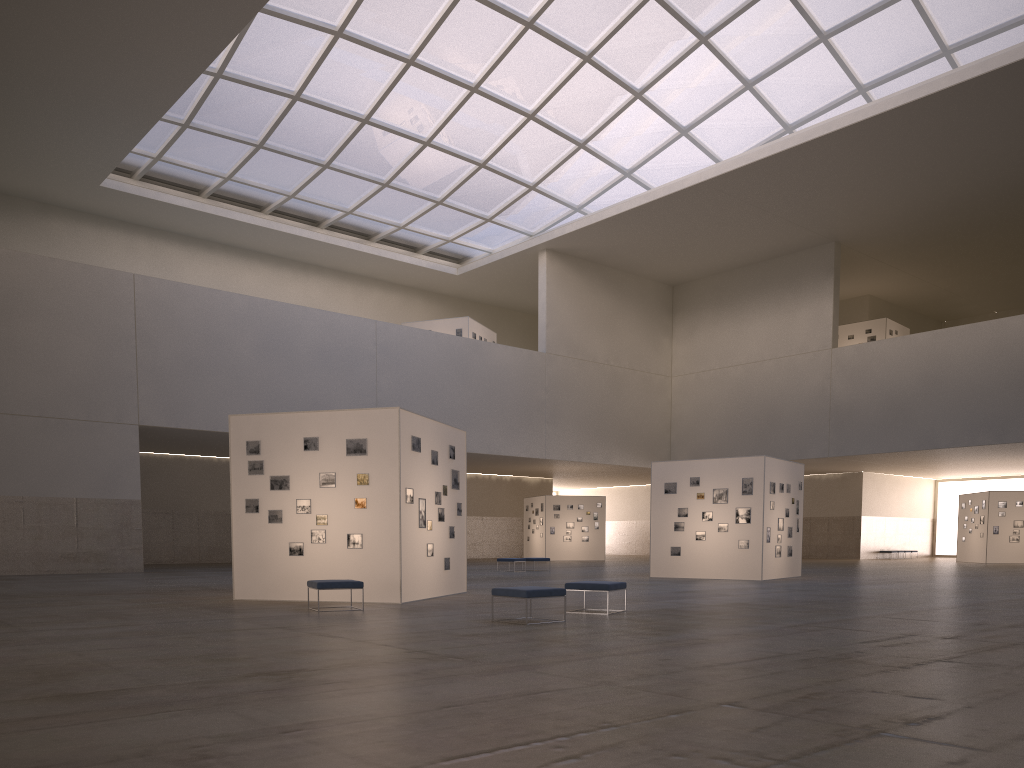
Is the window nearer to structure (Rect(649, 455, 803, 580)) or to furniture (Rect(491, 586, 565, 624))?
structure (Rect(649, 455, 803, 580))

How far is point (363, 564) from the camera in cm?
2024

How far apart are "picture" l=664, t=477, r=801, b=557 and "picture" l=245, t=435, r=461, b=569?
12.72m

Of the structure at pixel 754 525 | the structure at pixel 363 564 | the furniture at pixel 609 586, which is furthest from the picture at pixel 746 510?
the furniture at pixel 609 586

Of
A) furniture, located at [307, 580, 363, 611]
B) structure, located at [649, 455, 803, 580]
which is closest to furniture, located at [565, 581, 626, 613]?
furniture, located at [307, 580, 363, 611]

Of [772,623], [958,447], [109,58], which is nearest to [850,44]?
[958,447]

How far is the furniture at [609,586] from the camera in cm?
1715

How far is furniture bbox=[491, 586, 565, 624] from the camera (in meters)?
15.02

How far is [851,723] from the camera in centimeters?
684cm

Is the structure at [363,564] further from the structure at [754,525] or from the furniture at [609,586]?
the structure at [754,525]
